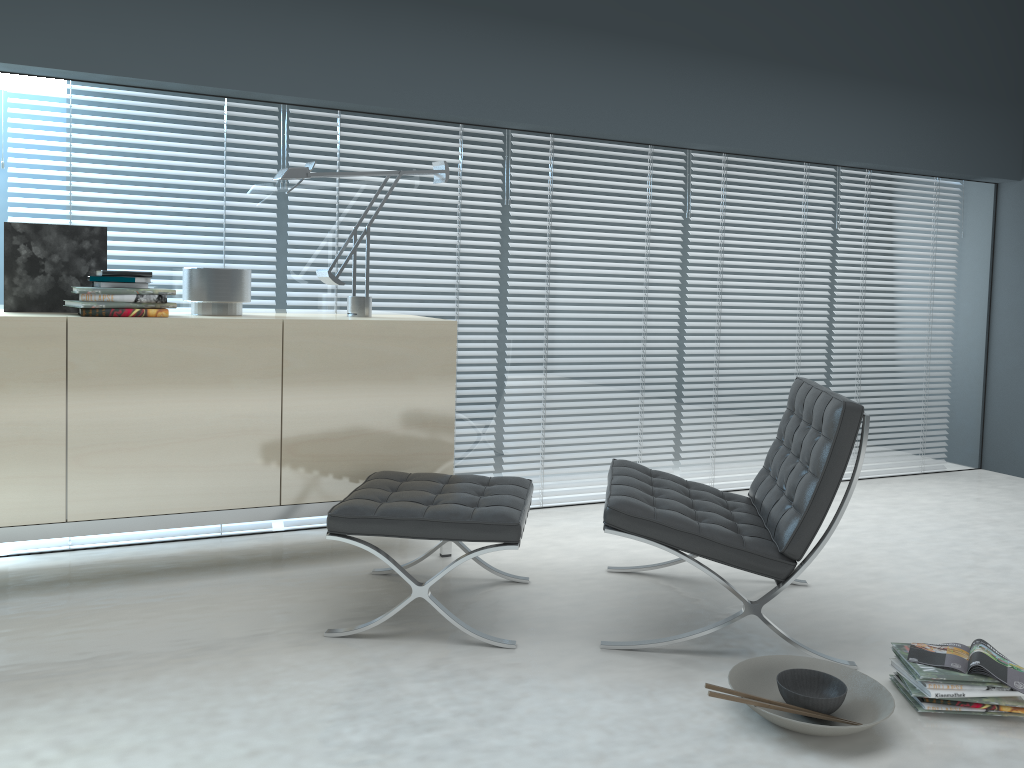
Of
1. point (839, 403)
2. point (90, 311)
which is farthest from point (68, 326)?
point (839, 403)

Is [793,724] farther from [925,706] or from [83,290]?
[83,290]

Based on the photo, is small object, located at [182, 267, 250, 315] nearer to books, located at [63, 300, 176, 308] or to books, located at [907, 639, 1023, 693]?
books, located at [63, 300, 176, 308]

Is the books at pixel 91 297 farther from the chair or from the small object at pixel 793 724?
the small object at pixel 793 724

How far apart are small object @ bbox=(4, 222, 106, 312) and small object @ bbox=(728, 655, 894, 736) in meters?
2.4 m

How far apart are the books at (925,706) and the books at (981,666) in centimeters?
10cm

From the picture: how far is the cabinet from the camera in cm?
274

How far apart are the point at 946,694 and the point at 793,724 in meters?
0.4 m

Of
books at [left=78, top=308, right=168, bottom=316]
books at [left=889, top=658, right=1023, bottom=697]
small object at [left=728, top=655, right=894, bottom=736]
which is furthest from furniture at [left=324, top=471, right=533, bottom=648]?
books at [left=889, top=658, right=1023, bottom=697]

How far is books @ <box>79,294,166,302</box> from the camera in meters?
2.8
